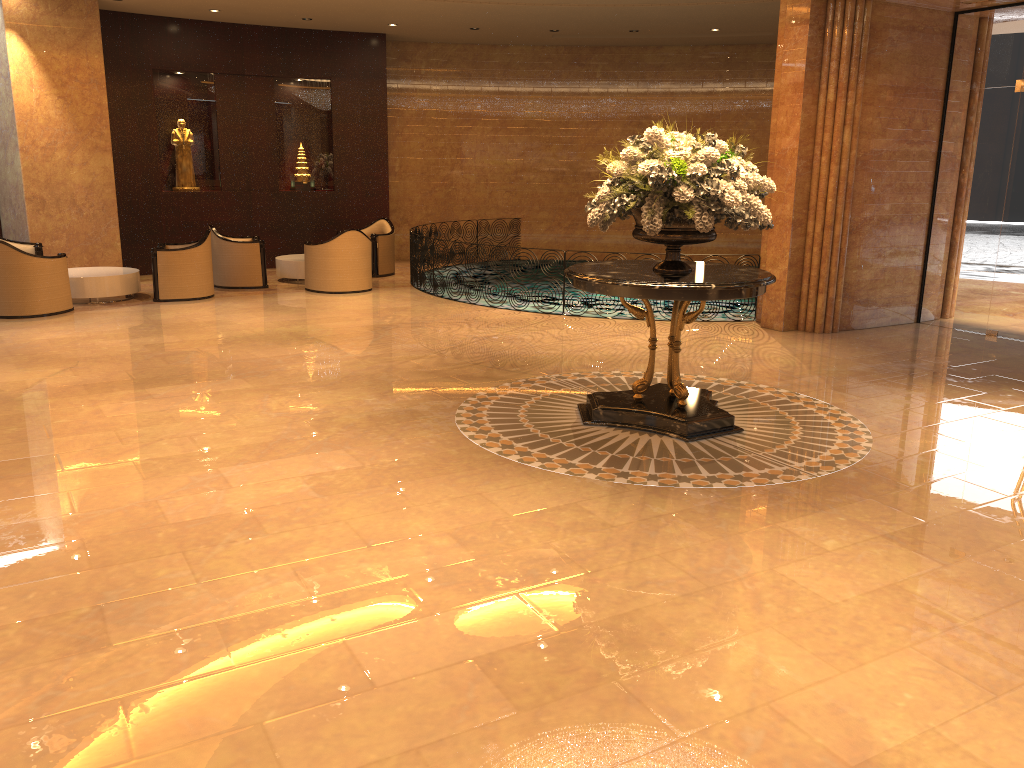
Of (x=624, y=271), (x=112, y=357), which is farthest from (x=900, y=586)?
(x=112, y=357)

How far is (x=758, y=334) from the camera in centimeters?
993cm

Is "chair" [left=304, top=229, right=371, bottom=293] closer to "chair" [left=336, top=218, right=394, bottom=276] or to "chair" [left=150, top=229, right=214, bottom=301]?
"chair" [left=150, top=229, right=214, bottom=301]

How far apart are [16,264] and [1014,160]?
11.19m

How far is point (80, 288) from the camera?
11.3 meters

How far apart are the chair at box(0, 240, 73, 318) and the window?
10.4m

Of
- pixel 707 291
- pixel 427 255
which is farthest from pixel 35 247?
pixel 707 291

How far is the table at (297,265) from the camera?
13.4m

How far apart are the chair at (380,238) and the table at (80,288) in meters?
3.8 m

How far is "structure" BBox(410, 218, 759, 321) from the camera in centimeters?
1256cm
